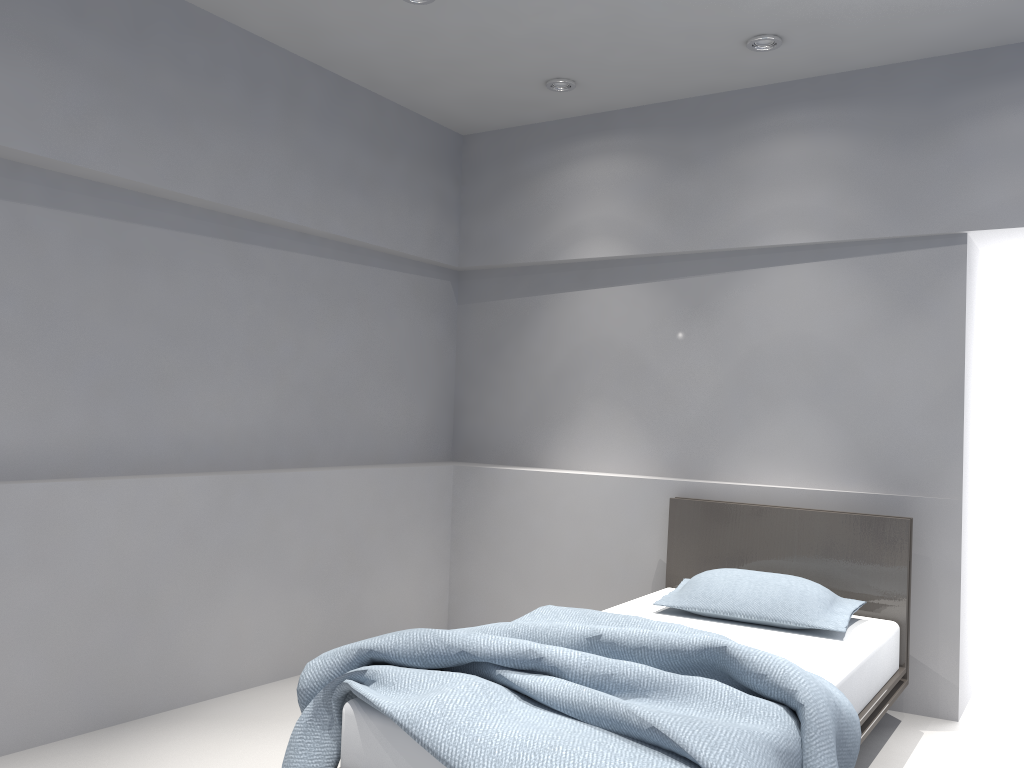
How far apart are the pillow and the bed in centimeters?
2cm

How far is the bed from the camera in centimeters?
201cm

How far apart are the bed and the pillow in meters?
0.0 m

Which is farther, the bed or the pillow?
the pillow

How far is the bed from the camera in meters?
2.0 m

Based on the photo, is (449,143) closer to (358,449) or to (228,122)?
(228,122)

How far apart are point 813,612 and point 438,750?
1.78m

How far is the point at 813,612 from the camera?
3.25m

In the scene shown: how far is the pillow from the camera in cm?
325

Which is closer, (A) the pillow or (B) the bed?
(B) the bed
